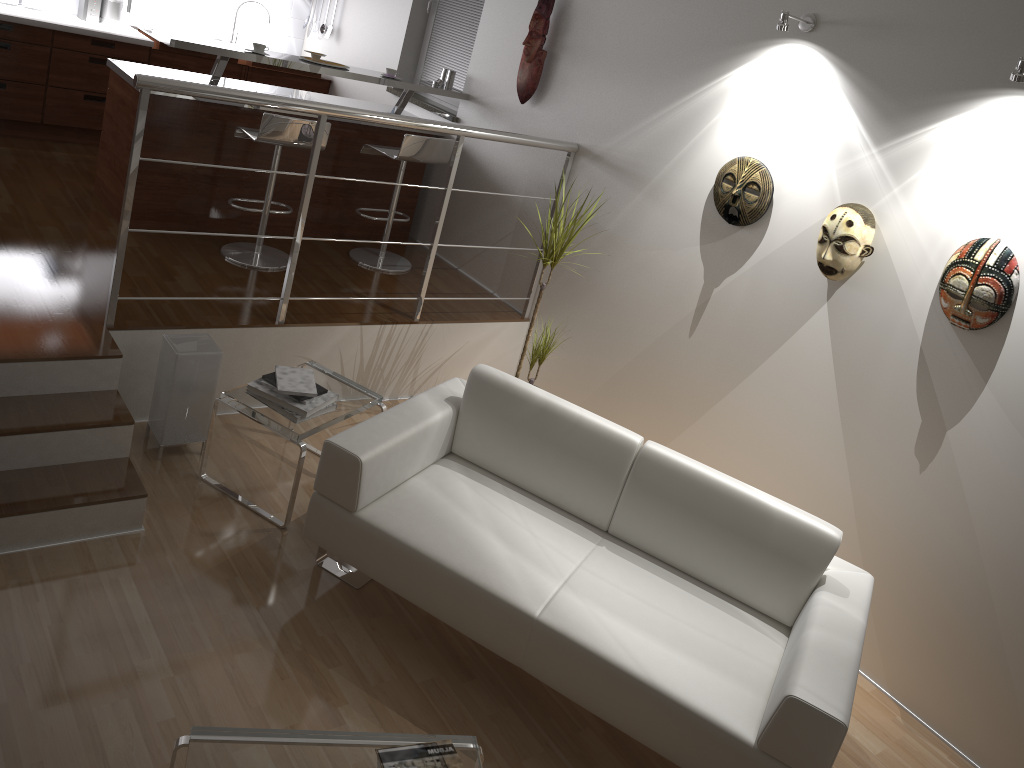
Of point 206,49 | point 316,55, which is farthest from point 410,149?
point 206,49

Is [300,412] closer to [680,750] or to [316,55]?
[680,750]

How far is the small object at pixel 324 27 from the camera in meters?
6.8

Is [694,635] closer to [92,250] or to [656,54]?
[656,54]

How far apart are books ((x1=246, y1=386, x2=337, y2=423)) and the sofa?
0.4m

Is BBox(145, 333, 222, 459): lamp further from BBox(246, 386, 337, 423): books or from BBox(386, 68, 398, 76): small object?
BBox(386, 68, 398, 76): small object

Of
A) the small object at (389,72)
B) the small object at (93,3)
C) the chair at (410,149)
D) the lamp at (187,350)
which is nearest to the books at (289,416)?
the lamp at (187,350)

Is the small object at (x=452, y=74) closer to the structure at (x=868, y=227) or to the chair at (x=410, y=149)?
the chair at (x=410, y=149)

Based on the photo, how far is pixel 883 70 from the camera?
3.4 meters

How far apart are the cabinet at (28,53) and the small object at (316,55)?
1.75m
